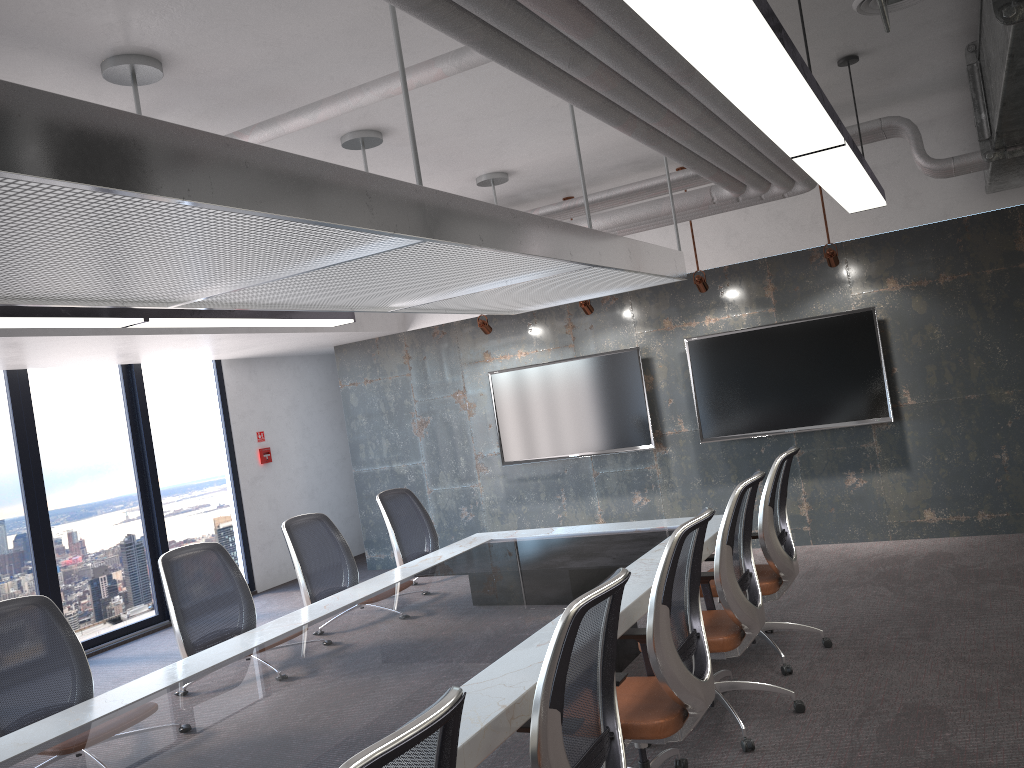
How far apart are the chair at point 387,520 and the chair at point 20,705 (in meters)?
2.38

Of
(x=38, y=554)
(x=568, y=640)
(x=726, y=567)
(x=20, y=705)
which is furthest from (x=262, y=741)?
(x=38, y=554)

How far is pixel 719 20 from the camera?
2.0m

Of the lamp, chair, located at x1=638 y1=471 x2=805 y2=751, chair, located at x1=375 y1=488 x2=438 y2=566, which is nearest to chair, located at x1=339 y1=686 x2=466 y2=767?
the lamp

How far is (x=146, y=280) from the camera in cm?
322

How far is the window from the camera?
7.5m

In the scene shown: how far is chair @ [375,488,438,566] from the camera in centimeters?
602cm

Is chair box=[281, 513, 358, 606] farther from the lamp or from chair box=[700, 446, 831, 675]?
chair box=[700, 446, 831, 675]

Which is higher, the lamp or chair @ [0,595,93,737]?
the lamp

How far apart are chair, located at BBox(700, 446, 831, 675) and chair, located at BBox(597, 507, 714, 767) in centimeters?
114cm
